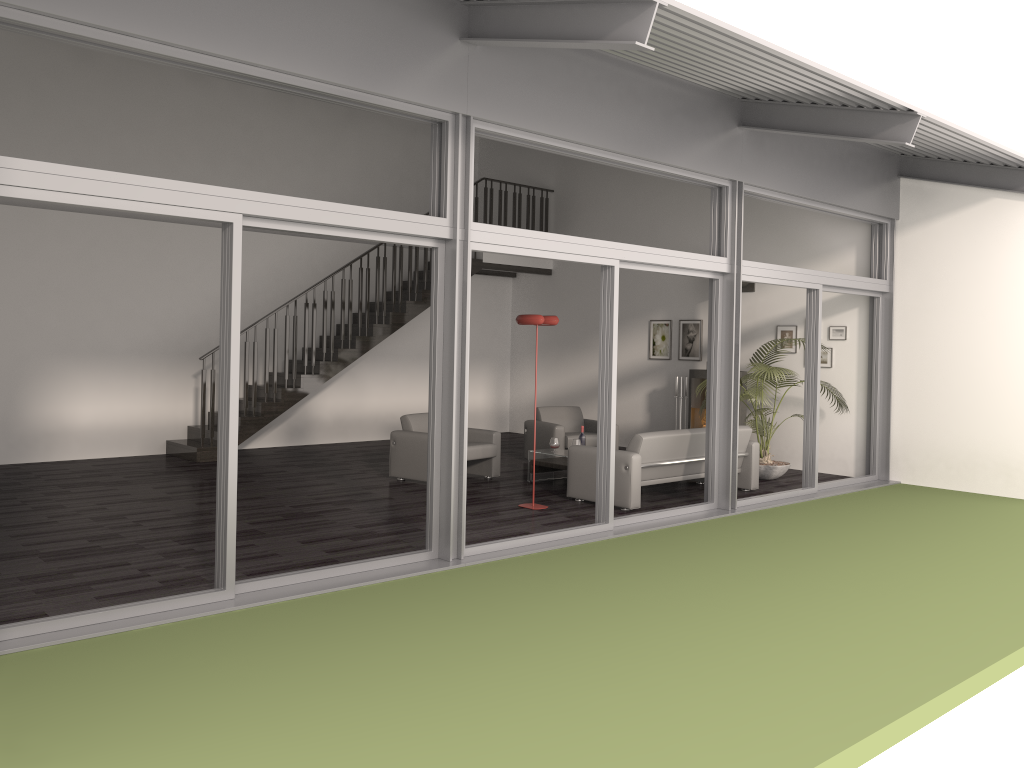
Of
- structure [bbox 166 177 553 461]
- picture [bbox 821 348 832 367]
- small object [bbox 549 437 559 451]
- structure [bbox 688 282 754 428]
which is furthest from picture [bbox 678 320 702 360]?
small object [bbox 549 437 559 451]

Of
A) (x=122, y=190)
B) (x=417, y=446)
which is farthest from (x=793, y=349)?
(x=122, y=190)

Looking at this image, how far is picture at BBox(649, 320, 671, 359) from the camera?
12.85m

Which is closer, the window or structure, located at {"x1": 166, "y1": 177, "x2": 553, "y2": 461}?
the window

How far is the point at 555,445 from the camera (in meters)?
9.68

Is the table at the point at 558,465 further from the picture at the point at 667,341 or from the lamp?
the picture at the point at 667,341

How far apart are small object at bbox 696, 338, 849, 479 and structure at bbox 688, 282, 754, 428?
0.31m

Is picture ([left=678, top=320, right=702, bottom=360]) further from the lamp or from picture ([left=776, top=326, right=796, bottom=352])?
the lamp

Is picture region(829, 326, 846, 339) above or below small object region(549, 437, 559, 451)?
above

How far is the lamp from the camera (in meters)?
8.05
